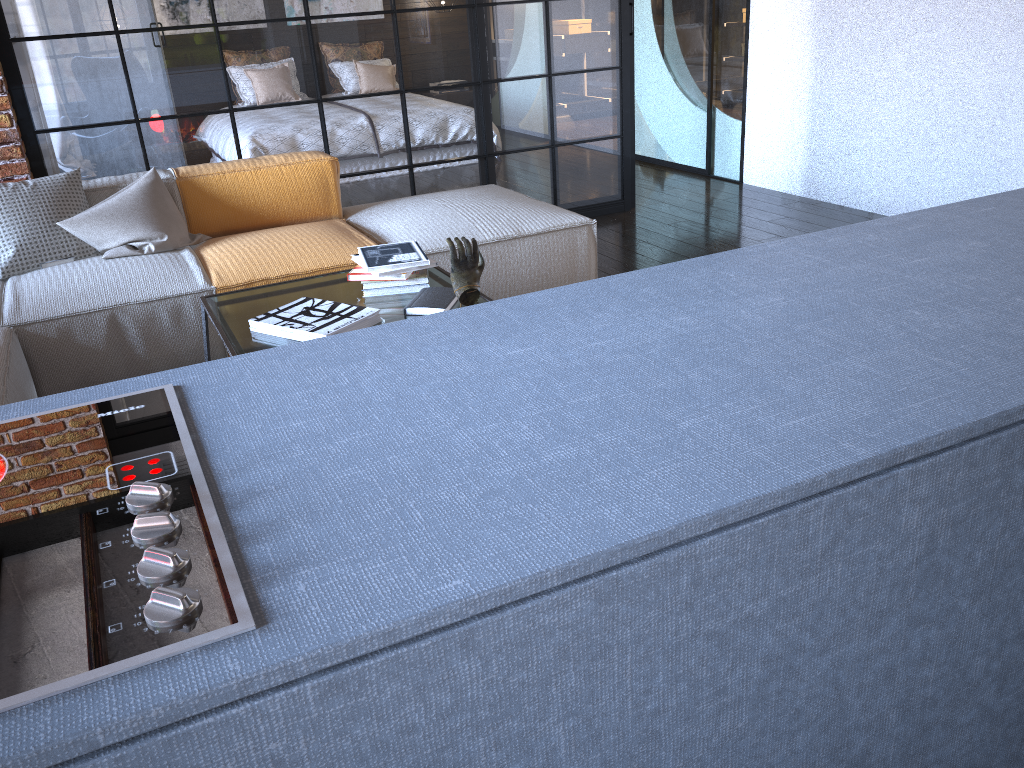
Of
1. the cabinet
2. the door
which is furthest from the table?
the door

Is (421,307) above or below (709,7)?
below

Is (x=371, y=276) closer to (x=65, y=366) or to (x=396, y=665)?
(x=65, y=366)

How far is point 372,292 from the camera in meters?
2.7

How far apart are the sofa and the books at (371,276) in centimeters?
50cm

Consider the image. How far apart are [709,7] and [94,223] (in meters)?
4.12

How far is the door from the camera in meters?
5.7 m

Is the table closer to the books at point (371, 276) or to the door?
the books at point (371, 276)

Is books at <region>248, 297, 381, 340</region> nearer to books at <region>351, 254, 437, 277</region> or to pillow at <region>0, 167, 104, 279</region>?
books at <region>351, 254, 437, 277</region>

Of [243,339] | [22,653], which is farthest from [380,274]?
[22,653]
